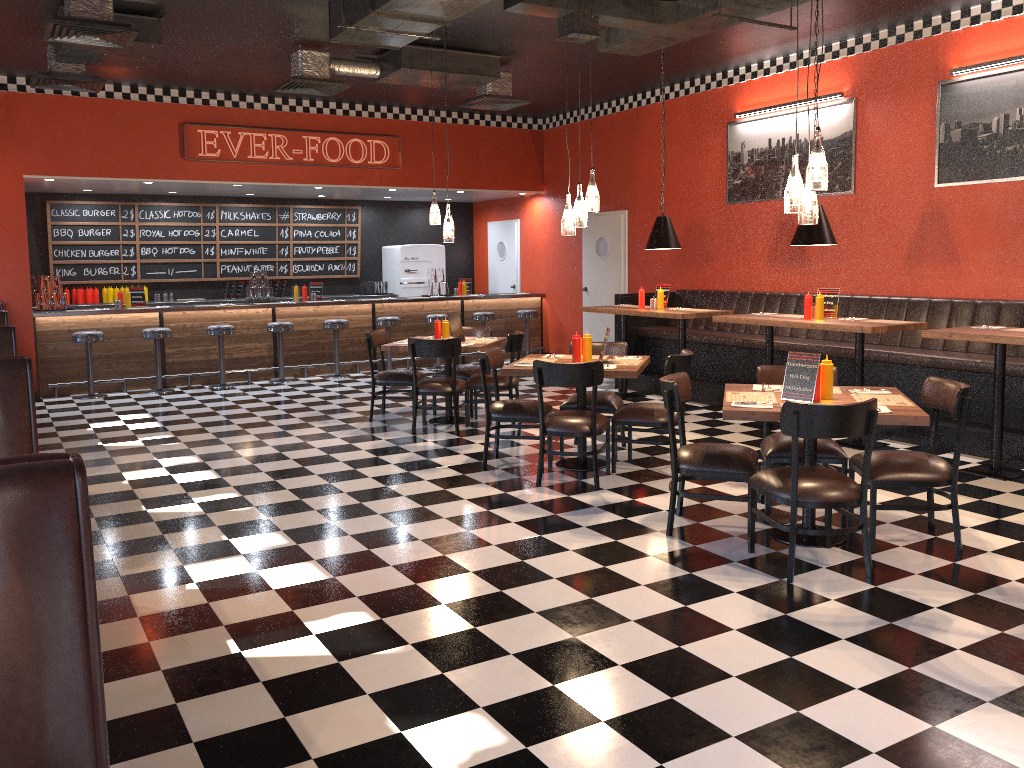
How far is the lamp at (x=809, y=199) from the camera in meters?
4.7

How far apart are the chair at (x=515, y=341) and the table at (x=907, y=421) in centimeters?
312cm

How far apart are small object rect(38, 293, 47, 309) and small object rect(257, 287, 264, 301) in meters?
2.6

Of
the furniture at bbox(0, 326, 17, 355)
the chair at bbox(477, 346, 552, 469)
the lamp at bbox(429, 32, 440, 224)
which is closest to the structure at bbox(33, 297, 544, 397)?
the lamp at bbox(429, 32, 440, 224)

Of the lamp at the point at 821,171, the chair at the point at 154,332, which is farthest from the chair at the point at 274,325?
the lamp at the point at 821,171

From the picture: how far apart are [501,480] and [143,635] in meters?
2.9

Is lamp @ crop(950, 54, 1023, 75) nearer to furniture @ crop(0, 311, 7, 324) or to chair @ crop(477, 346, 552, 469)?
chair @ crop(477, 346, 552, 469)

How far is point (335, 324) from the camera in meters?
11.7 m

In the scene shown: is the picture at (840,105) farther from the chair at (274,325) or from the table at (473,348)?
the chair at (274,325)

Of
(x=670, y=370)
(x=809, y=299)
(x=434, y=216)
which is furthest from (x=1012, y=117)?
(x=434, y=216)
